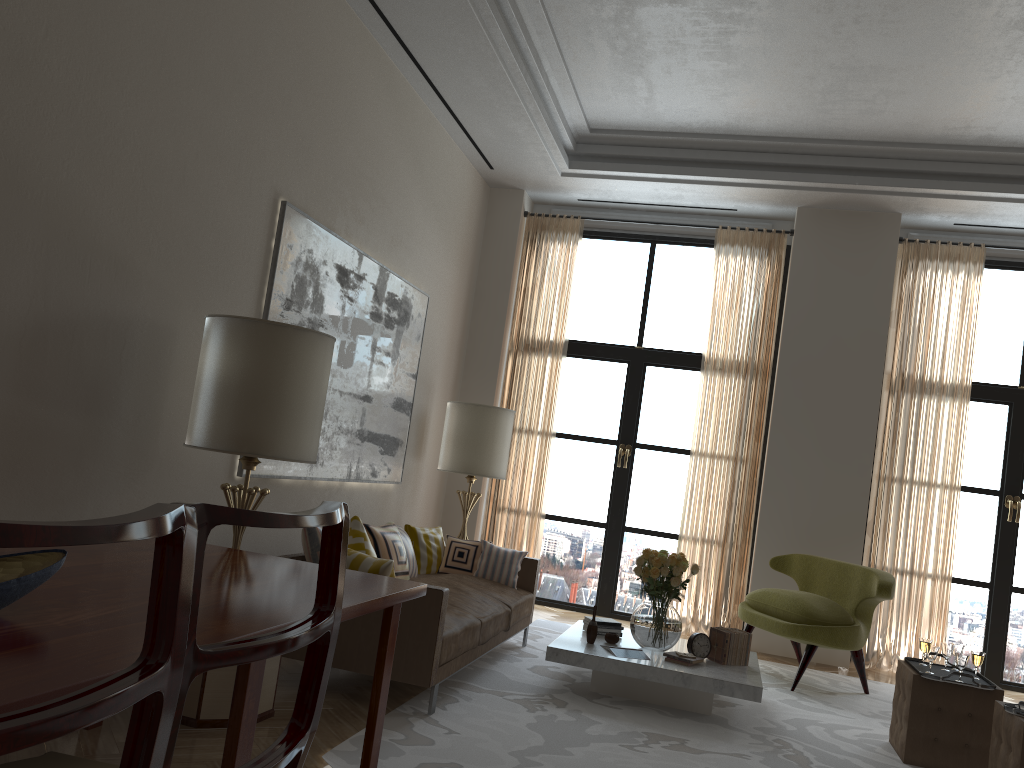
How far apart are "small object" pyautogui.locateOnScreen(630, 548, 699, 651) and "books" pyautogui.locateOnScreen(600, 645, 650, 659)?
0.19m

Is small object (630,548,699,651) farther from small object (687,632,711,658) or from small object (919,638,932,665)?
small object (919,638,932,665)

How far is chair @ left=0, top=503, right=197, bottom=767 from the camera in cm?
110

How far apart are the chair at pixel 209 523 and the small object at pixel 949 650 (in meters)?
5.77

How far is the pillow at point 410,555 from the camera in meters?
7.4 m

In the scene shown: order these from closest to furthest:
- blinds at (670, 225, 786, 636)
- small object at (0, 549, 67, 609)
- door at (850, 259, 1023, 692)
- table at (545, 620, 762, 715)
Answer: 1. small object at (0, 549, 67, 609)
2. table at (545, 620, 762, 715)
3. door at (850, 259, 1023, 692)
4. blinds at (670, 225, 786, 636)

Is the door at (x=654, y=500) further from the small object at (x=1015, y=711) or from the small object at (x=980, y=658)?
the small object at (x=1015, y=711)

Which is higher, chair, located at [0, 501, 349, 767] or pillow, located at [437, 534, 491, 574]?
chair, located at [0, 501, 349, 767]

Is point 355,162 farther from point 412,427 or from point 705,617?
point 705,617

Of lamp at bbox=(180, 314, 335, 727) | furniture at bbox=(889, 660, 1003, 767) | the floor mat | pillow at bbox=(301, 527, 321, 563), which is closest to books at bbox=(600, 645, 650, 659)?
the floor mat
